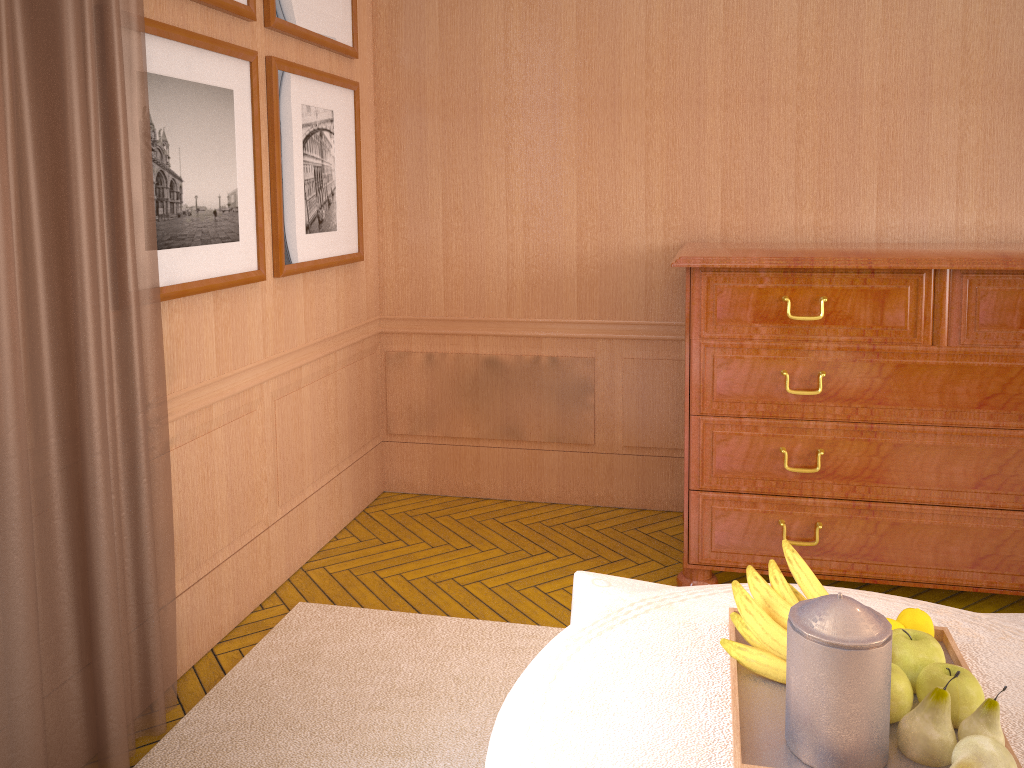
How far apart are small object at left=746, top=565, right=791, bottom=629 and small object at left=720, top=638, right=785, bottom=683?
0.10m

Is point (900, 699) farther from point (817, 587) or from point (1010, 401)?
point (1010, 401)

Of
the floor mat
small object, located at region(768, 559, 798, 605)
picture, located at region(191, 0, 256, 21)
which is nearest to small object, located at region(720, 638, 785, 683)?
small object, located at region(768, 559, 798, 605)

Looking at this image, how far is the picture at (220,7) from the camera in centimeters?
425cm

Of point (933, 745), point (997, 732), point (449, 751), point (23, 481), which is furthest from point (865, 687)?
point (23, 481)

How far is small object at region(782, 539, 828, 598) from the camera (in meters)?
2.65

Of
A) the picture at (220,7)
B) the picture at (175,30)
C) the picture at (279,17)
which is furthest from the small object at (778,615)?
the picture at (279,17)

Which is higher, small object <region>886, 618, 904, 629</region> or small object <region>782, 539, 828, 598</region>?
small object <region>782, 539, 828, 598</region>

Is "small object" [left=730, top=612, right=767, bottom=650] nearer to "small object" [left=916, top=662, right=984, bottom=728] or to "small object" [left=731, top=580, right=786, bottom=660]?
"small object" [left=731, top=580, right=786, bottom=660]

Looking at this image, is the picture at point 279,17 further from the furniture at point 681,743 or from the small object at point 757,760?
the small object at point 757,760
